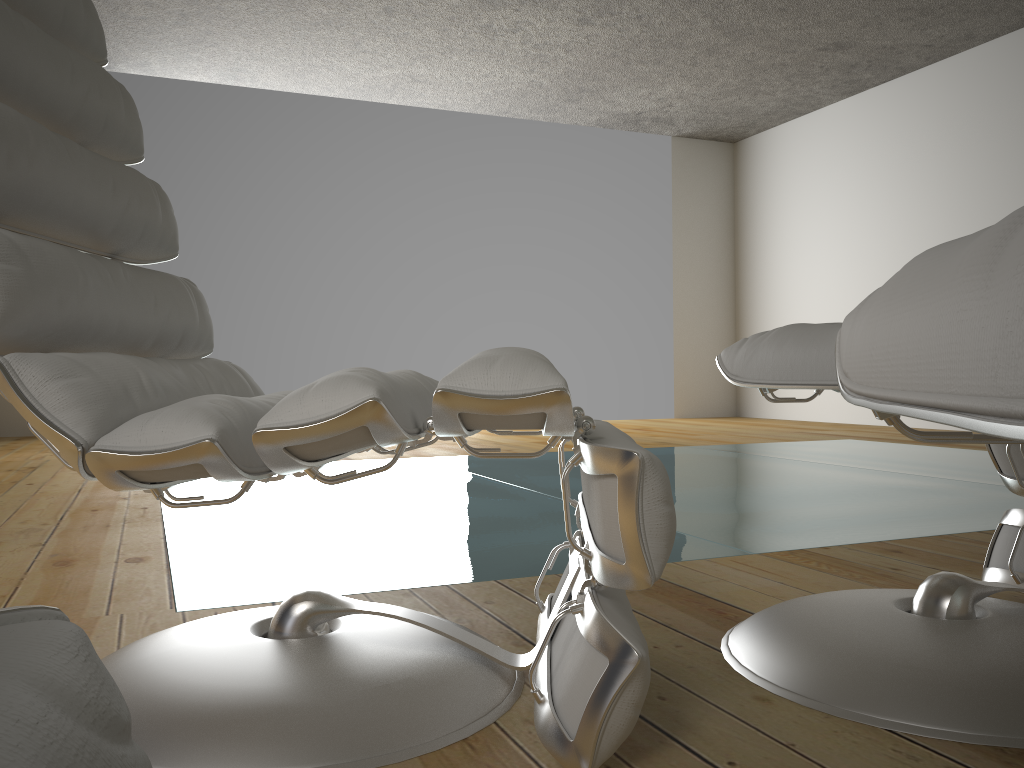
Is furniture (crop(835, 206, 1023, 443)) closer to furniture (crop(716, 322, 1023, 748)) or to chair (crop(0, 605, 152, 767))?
chair (crop(0, 605, 152, 767))

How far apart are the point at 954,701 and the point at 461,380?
0.6m

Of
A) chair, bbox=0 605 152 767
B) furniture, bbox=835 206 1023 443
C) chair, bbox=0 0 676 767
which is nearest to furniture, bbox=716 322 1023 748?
chair, bbox=0 0 676 767

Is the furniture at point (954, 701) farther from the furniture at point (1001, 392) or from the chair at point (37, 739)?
the chair at point (37, 739)

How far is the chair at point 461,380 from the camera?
0.80m

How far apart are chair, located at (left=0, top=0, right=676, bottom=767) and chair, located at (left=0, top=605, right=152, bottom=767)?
0.53m

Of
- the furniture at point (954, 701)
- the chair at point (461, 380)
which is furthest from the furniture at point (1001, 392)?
the furniture at point (954, 701)

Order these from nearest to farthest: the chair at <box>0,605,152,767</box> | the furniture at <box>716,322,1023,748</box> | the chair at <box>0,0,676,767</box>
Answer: the chair at <box>0,605,152,767</box>, the chair at <box>0,0,676,767</box>, the furniture at <box>716,322,1023,748</box>

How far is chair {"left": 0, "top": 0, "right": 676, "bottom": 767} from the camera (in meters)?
0.80

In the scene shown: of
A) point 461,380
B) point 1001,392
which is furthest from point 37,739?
point 461,380
